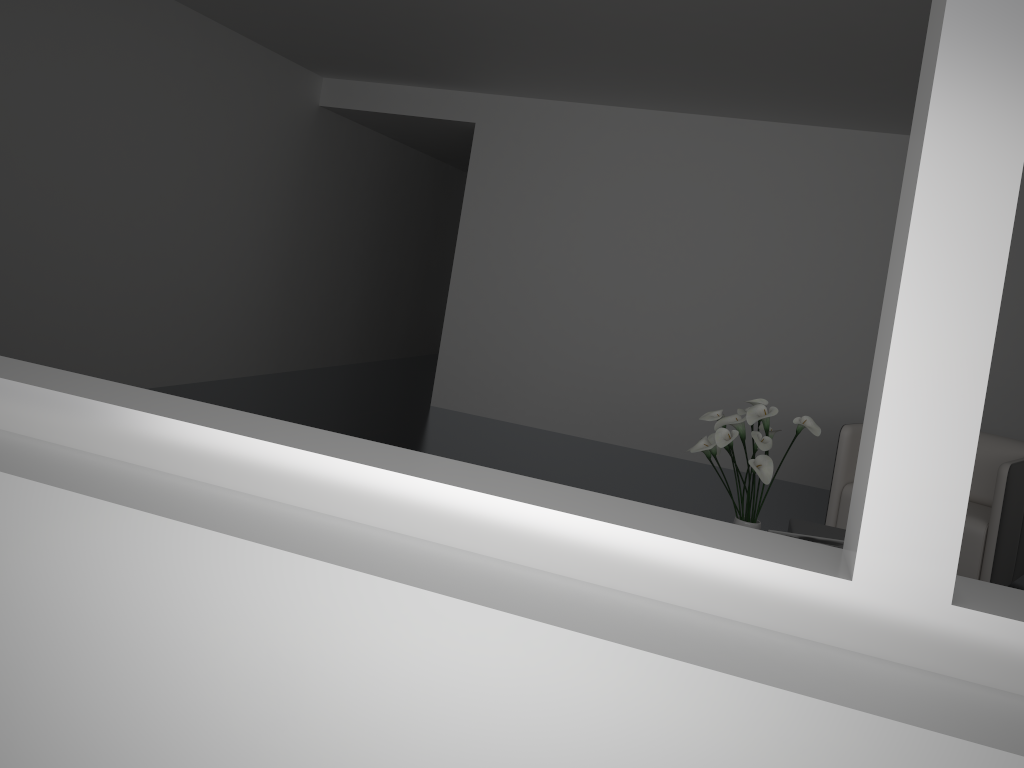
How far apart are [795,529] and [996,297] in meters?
3.0

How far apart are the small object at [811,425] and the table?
0.1 meters

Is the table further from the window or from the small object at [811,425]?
the window

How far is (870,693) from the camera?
0.7m

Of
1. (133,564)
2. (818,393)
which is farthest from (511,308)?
(133,564)

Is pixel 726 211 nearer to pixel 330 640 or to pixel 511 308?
pixel 511 308

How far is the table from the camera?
3.6 meters

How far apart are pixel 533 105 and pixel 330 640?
5.9 meters

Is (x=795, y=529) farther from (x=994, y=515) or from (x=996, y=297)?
(x=996, y=297)

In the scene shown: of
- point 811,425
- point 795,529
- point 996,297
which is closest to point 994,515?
point 795,529
